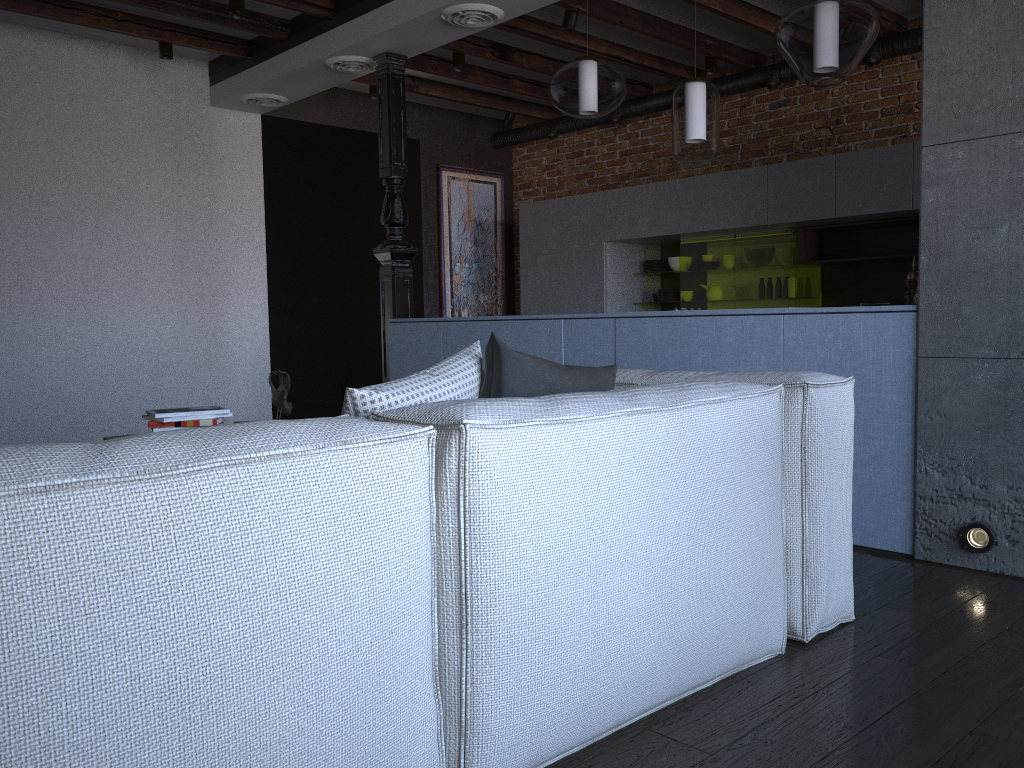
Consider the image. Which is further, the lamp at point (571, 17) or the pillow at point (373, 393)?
the lamp at point (571, 17)

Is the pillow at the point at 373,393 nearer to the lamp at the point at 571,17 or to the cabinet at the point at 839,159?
the lamp at the point at 571,17

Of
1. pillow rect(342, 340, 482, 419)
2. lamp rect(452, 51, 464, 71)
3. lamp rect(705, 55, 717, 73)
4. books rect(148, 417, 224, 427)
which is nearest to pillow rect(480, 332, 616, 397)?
pillow rect(342, 340, 482, 419)

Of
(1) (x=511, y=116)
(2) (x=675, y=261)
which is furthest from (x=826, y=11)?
(1) (x=511, y=116)

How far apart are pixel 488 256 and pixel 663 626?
6.8 meters

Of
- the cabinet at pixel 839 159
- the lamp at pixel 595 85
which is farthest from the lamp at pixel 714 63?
the lamp at pixel 595 85

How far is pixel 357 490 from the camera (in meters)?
1.28

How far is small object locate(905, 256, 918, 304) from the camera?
3.15m

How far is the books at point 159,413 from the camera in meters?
3.2

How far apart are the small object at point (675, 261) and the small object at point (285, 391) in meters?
4.0 m
